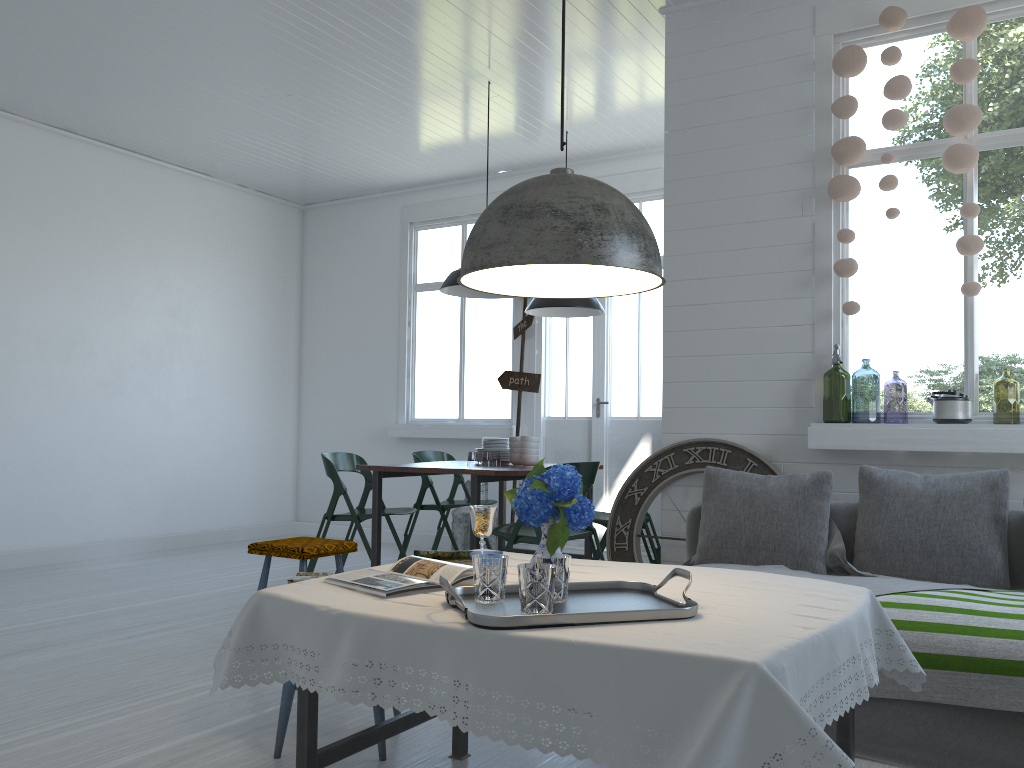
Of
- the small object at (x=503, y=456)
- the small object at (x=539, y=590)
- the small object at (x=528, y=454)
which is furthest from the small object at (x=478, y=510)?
the small object at (x=503, y=456)

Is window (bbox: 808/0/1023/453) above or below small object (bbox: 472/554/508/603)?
above

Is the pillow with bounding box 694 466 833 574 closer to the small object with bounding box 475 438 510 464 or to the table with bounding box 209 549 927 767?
the table with bounding box 209 549 927 767

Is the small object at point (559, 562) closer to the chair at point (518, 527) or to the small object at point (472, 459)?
the chair at point (518, 527)

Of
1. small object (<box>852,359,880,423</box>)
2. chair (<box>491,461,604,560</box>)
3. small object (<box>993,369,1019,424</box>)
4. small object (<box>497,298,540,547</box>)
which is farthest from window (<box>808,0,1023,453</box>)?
small object (<box>497,298,540,547</box>)

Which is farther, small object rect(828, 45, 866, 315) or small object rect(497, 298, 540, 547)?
small object rect(497, 298, 540, 547)

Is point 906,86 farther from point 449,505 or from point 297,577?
point 449,505

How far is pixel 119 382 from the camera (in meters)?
8.01

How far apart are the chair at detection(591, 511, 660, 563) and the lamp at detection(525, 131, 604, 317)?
1.64m

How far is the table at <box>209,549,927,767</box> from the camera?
1.7 meters
